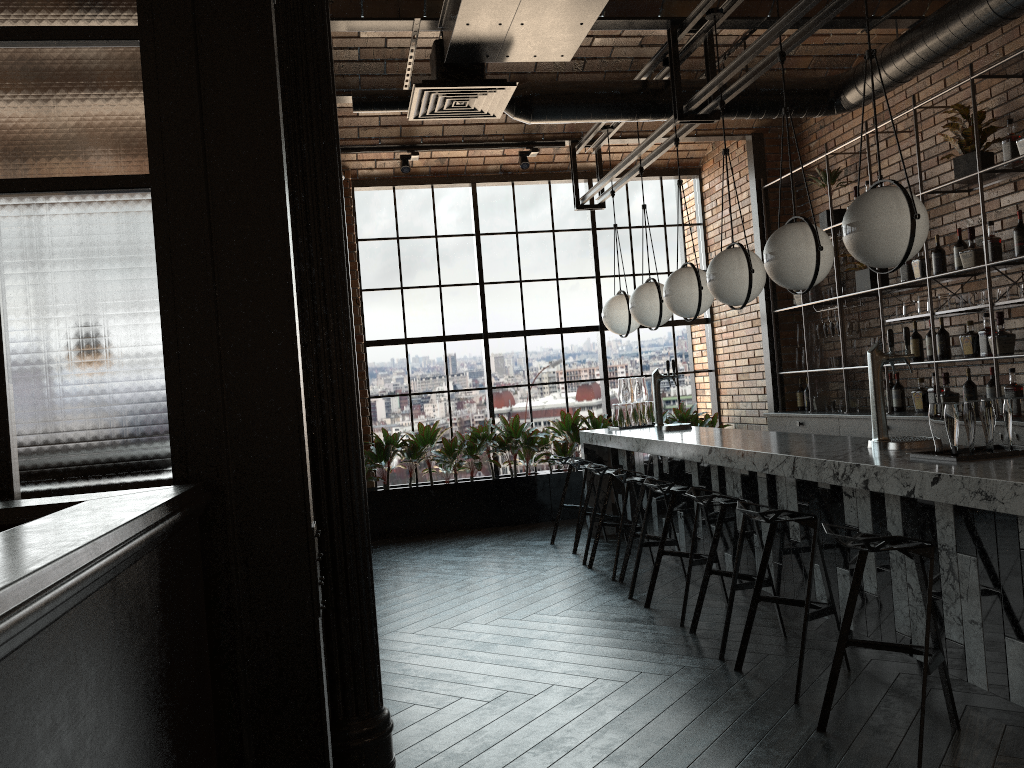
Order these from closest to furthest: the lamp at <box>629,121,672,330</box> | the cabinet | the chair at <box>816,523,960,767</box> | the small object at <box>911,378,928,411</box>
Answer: the chair at <box>816,523,960,767</box> < the cabinet < the small object at <box>911,378,928,411</box> < the lamp at <box>629,121,672,330</box>

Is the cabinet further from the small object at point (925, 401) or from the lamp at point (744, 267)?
the lamp at point (744, 267)

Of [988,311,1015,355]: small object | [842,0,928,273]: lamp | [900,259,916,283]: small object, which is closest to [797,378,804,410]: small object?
[900,259,916,283]: small object

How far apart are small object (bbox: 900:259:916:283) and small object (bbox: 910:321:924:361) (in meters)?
0.42

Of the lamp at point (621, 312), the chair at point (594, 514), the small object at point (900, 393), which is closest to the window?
the lamp at point (621, 312)

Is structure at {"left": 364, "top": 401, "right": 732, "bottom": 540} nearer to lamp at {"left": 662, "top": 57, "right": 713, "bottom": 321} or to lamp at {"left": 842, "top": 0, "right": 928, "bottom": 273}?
lamp at {"left": 662, "top": 57, "right": 713, "bottom": 321}

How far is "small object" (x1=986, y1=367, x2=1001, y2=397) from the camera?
5.67m

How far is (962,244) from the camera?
5.9 meters

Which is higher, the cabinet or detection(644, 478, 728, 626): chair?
the cabinet

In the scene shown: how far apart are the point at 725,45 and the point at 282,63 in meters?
4.8 m
